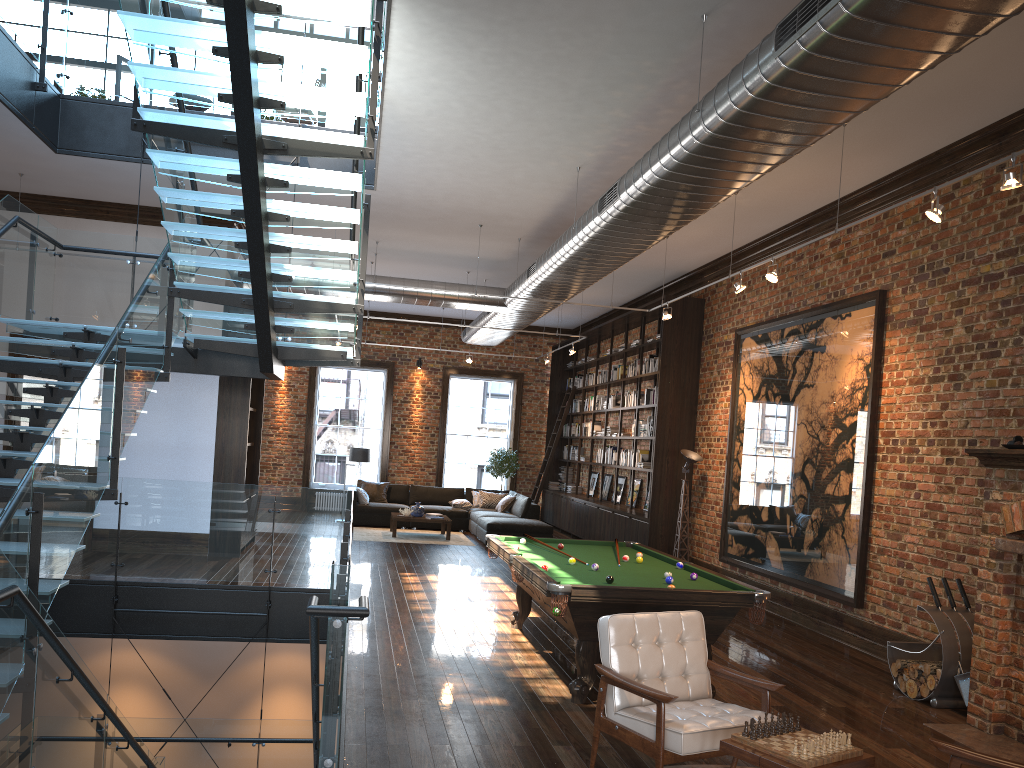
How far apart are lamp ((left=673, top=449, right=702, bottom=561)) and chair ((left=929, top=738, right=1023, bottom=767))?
8.3 meters

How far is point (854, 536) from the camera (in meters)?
8.49

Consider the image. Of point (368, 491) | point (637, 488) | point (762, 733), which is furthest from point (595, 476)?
point (762, 733)

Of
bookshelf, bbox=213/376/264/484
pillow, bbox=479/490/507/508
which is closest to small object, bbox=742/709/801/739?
bookshelf, bbox=213/376/264/484

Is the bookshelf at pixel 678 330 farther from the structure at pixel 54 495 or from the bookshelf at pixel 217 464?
the bookshelf at pixel 217 464

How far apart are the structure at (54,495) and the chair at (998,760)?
2.53m

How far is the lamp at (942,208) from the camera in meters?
5.7 m

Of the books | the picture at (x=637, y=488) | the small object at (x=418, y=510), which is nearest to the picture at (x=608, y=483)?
the books

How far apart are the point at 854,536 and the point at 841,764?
5.3m

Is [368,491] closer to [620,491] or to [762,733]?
[620,491]
